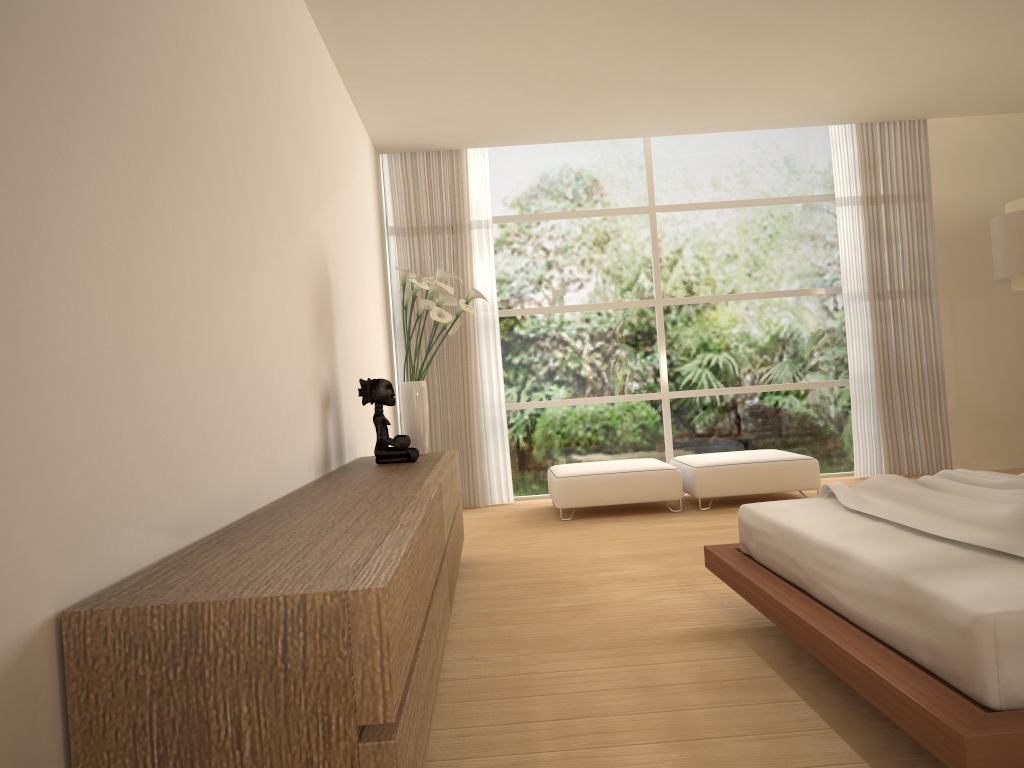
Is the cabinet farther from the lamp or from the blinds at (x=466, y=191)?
the lamp

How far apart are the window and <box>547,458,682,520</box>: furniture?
0.81m

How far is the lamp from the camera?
5.8m

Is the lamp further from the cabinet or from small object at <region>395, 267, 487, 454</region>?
the cabinet

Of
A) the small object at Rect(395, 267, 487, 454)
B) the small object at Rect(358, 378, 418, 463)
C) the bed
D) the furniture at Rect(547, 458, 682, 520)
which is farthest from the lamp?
the small object at Rect(358, 378, 418, 463)

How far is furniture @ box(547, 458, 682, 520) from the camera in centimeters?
654cm

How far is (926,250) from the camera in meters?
7.8

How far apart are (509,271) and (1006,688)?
6.4m

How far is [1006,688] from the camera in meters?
1.9

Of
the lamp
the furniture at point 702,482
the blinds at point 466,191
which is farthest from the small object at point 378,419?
the lamp
